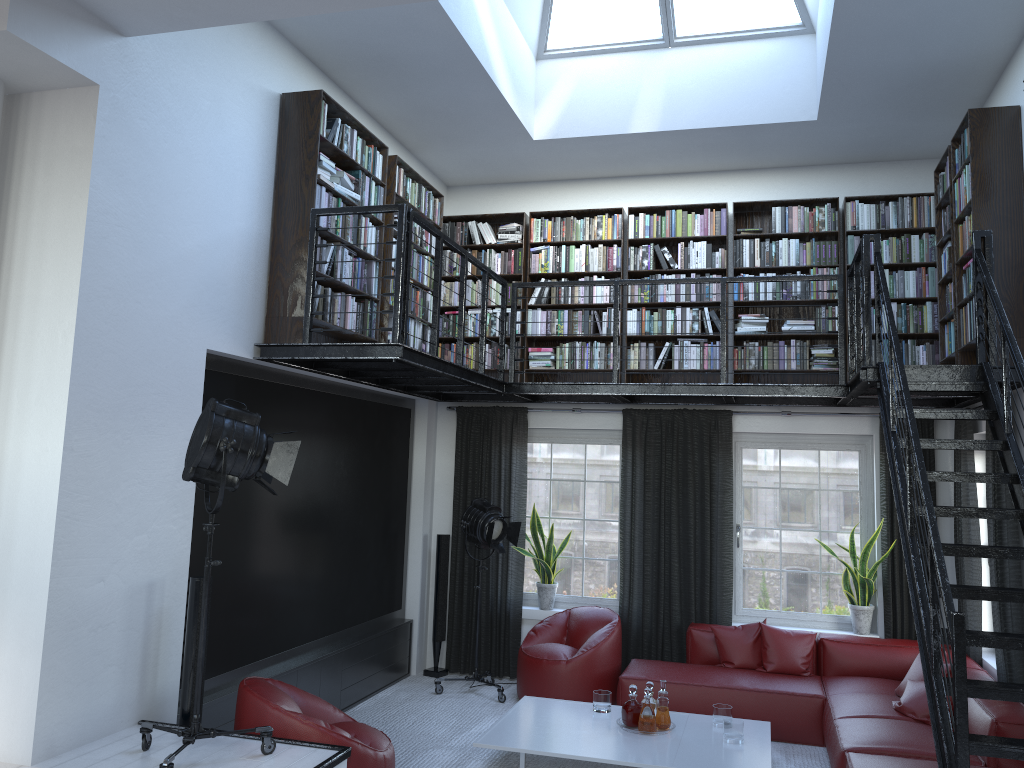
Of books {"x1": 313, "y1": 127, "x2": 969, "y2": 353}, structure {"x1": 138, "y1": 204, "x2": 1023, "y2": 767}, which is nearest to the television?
structure {"x1": 138, "y1": 204, "x2": 1023, "y2": 767}

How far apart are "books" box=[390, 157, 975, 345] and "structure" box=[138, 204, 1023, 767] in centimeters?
26cm

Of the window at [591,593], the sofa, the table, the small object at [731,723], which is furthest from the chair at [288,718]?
the window at [591,593]

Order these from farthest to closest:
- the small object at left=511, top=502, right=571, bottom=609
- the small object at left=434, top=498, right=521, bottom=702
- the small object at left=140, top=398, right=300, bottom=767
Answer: the small object at left=511, top=502, right=571, bottom=609 < the small object at left=434, top=498, right=521, bottom=702 < the small object at left=140, top=398, right=300, bottom=767

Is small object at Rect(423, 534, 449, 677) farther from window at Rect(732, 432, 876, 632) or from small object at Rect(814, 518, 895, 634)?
small object at Rect(814, 518, 895, 634)

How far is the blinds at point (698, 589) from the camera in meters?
7.5

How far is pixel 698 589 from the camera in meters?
7.5 m

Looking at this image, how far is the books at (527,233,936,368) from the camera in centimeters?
713cm

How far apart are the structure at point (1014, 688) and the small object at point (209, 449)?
0.30m

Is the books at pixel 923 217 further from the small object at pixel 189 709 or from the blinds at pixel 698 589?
the small object at pixel 189 709
